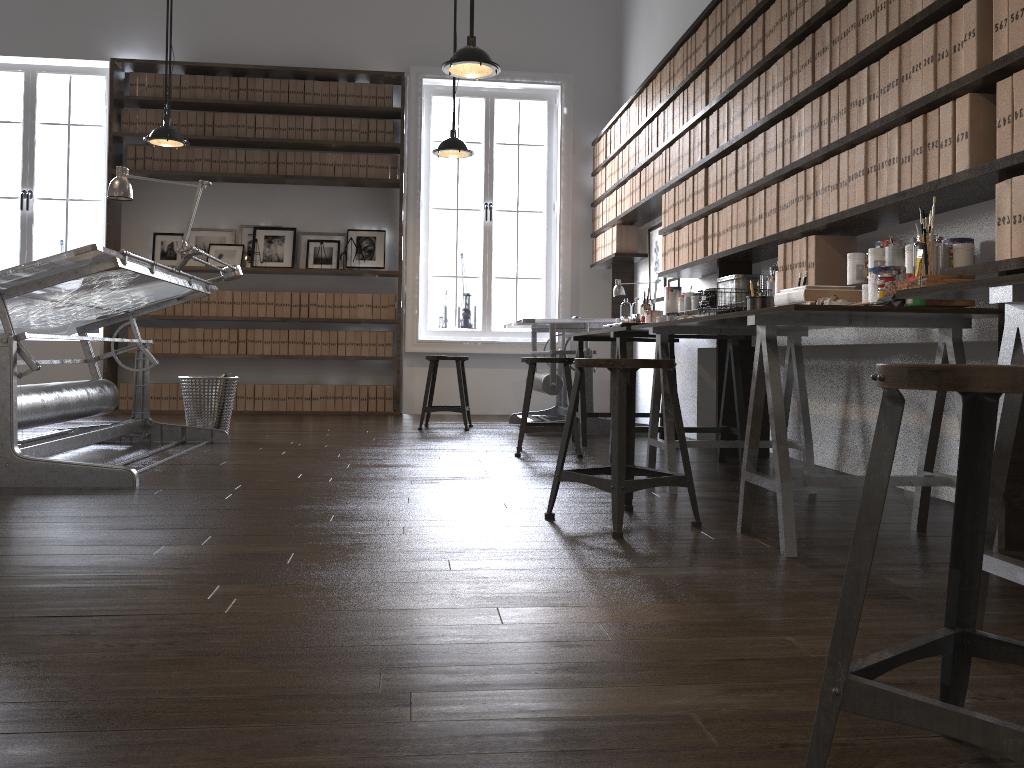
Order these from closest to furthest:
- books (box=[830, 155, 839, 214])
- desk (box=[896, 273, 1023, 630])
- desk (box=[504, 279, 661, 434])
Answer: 1. desk (box=[896, 273, 1023, 630])
2. books (box=[830, 155, 839, 214])
3. desk (box=[504, 279, 661, 434])

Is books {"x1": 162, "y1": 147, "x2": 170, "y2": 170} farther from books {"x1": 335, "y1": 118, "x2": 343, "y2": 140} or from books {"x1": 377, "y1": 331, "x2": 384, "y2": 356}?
books {"x1": 377, "y1": 331, "x2": 384, "y2": 356}

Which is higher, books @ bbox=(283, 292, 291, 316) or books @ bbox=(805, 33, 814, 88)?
books @ bbox=(805, 33, 814, 88)

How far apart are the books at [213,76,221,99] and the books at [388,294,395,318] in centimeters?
226cm

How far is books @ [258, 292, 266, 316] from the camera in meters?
7.6 m

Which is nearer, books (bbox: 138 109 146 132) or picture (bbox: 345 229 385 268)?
books (bbox: 138 109 146 132)

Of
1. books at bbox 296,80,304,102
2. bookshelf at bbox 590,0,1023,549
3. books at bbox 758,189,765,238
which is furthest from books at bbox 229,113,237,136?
books at bbox 758,189,765,238

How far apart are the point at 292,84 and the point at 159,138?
1.8m

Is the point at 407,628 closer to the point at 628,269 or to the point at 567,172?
the point at 628,269

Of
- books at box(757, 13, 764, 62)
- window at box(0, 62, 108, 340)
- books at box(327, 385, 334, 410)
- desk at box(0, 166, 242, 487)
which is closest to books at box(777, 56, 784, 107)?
books at box(757, 13, 764, 62)
